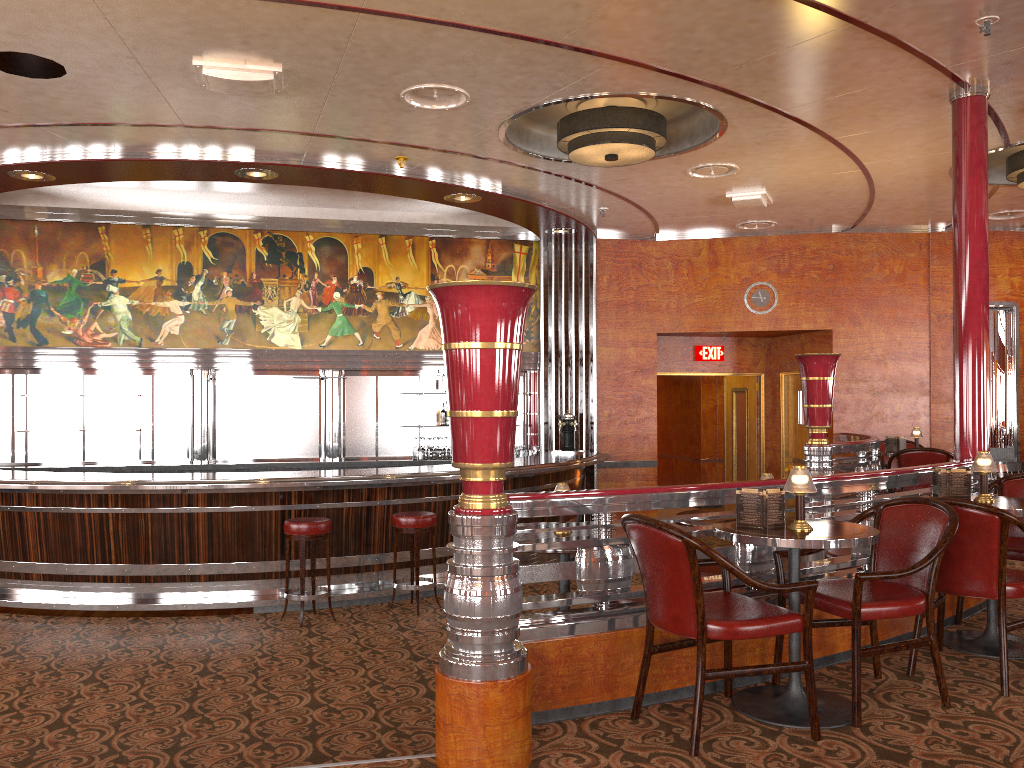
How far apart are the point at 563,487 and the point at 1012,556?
2.4 meters

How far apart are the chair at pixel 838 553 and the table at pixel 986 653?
0.70m

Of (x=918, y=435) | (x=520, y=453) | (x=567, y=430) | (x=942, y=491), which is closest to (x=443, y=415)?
(x=520, y=453)

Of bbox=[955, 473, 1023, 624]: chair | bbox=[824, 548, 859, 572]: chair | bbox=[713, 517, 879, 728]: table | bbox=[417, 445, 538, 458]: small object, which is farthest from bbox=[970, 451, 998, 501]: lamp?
bbox=[417, 445, 538, 458]: small object

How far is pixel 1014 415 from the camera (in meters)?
10.05

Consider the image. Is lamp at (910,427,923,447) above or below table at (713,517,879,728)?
above

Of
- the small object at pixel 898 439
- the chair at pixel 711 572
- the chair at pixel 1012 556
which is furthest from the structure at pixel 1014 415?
the chair at pixel 711 572

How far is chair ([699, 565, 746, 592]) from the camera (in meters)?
4.52

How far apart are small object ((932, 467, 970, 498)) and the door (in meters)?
6.93

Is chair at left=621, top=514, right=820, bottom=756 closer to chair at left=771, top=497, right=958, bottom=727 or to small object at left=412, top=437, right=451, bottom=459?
chair at left=771, top=497, right=958, bottom=727
